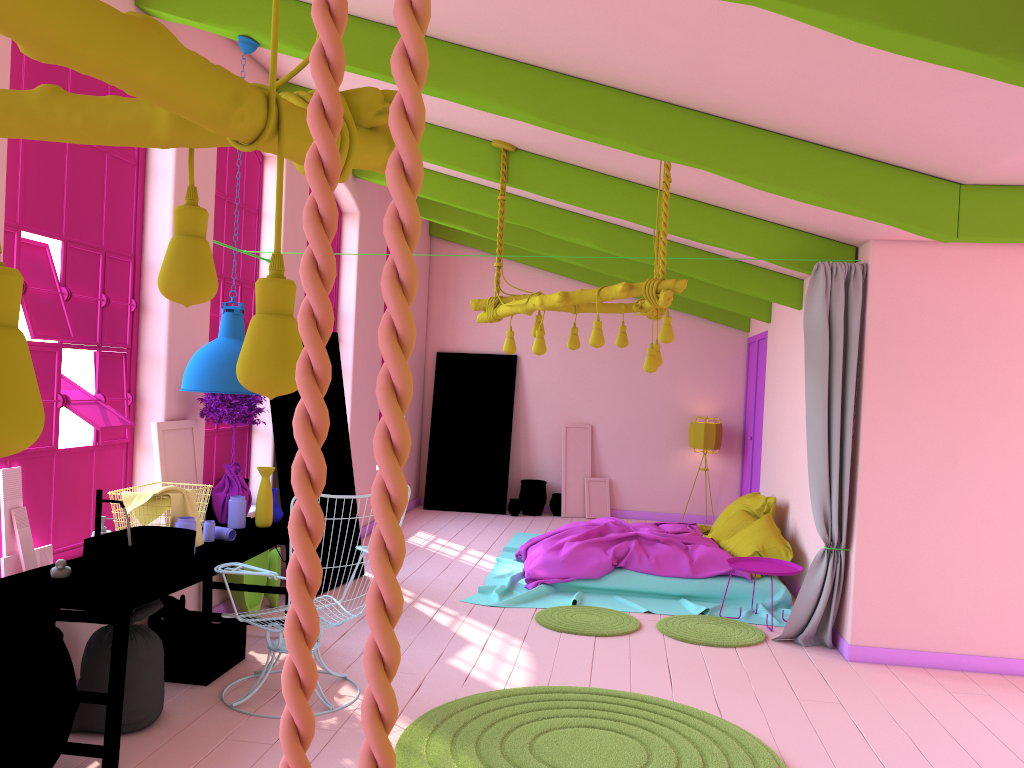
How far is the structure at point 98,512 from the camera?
4.37m

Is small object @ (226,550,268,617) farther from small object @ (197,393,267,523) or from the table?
small object @ (197,393,267,523)

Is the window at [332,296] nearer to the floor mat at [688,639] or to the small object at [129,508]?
the small object at [129,508]

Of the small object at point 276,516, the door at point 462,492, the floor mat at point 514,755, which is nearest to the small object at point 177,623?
the small object at point 276,516

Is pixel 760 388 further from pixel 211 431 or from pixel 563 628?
pixel 211 431

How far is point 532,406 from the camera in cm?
1250

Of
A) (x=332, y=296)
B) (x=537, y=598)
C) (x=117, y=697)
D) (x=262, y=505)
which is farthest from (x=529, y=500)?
(x=117, y=697)

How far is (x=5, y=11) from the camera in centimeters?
85cm

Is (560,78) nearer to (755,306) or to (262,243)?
(262,243)

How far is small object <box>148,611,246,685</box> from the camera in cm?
509
